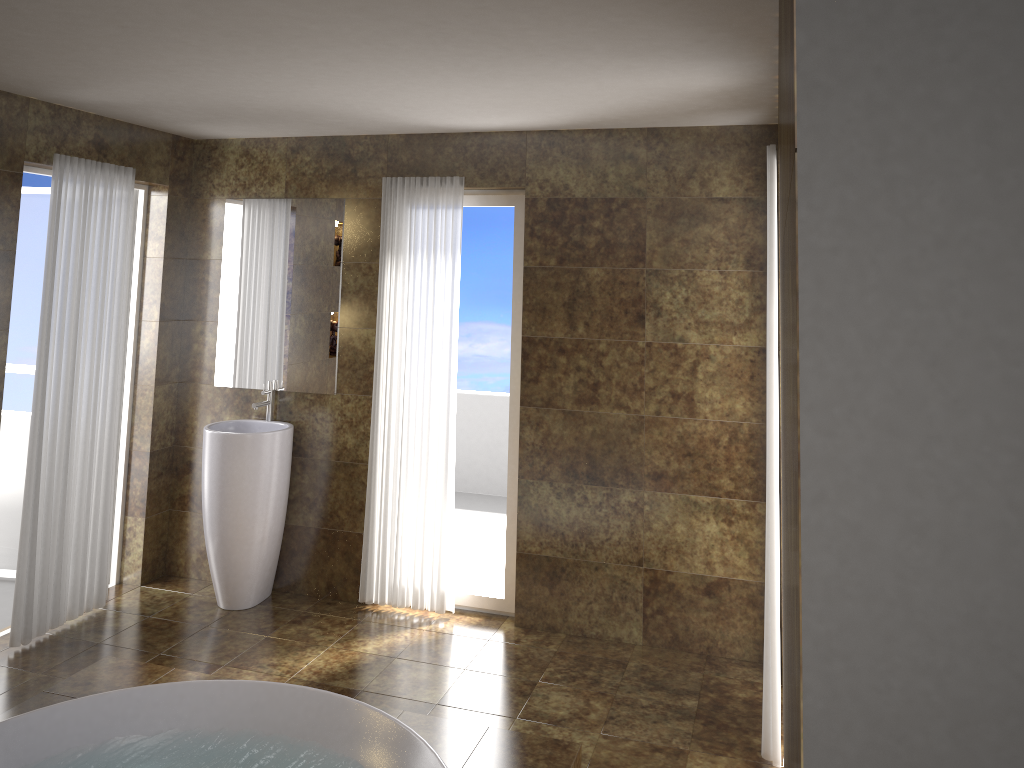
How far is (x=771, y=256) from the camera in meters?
3.3

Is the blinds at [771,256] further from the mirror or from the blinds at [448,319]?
the mirror

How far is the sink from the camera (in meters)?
4.56

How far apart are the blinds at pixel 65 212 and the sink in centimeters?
48cm

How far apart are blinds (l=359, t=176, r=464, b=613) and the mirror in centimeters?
28cm

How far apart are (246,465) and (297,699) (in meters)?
1.50

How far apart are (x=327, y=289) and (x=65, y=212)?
1.3 meters

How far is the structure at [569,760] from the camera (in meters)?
3.18

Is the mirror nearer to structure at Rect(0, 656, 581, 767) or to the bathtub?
structure at Rect(0, 656, 581, 767)

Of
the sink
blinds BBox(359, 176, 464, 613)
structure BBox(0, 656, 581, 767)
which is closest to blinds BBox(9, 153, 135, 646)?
the sink
